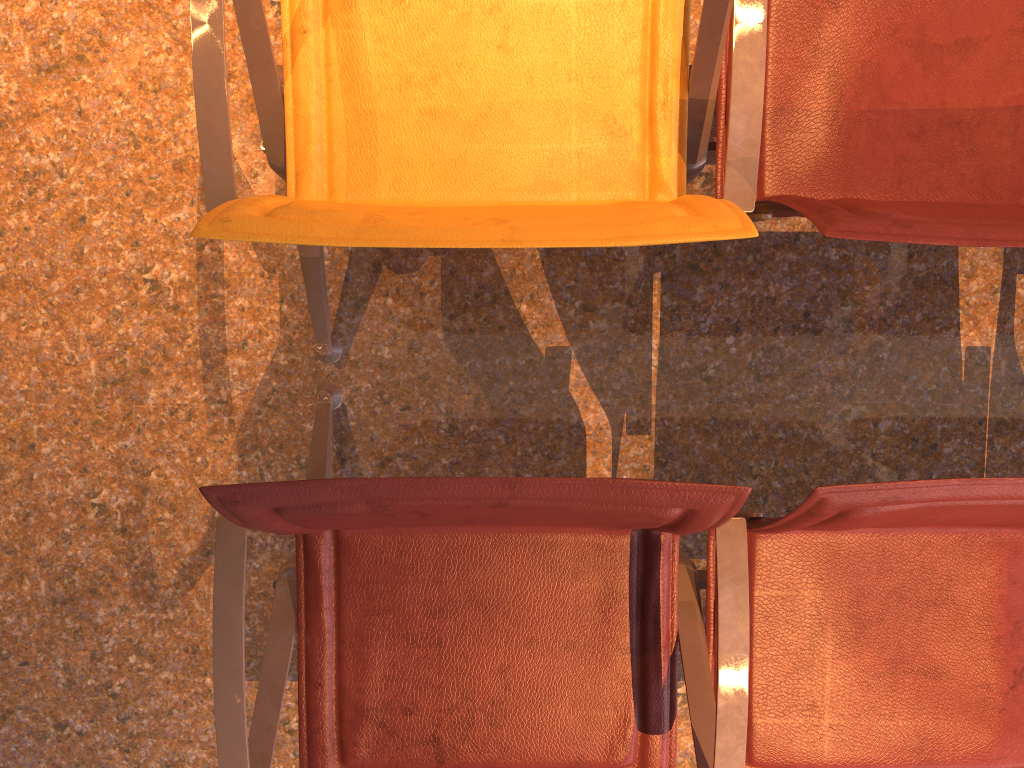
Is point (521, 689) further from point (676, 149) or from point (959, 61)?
point (959, 61)
